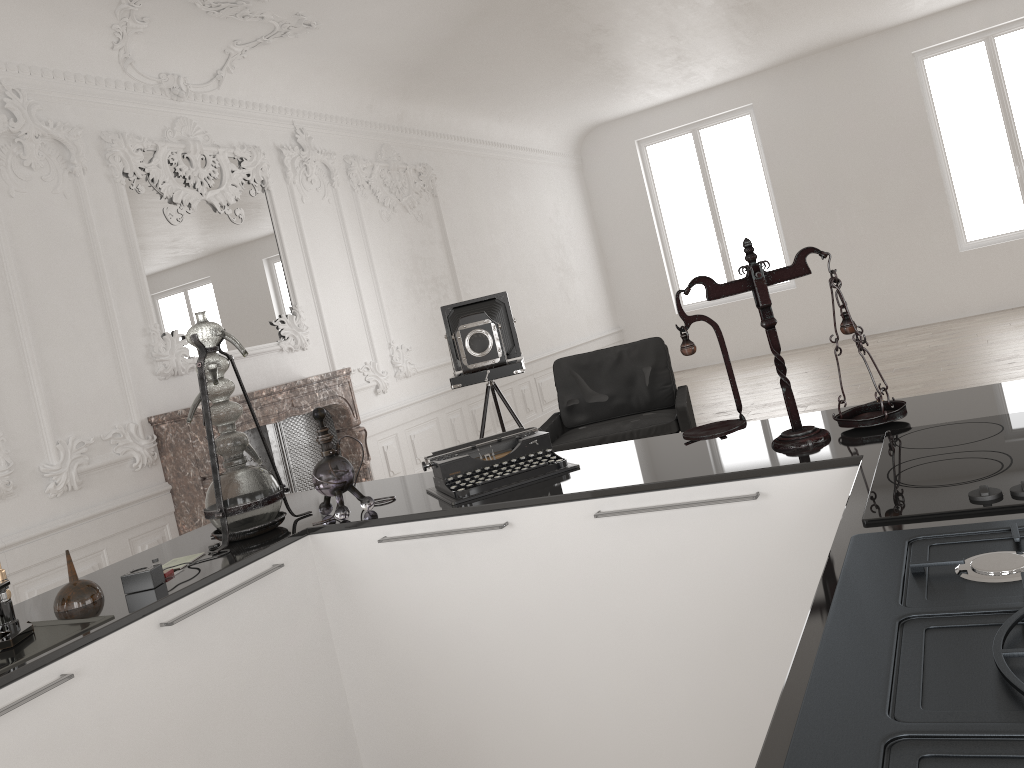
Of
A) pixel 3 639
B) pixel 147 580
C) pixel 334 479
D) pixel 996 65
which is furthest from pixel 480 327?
pixel 996 65

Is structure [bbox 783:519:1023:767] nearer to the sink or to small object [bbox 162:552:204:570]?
the sink

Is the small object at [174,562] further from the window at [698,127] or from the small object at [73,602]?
the window at [698,127]

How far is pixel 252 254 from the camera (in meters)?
6.66

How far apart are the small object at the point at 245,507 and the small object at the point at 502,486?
0.4m

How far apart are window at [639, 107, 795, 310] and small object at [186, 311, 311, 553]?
10.78m

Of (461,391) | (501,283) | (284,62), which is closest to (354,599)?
(284,62)

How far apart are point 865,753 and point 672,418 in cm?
467

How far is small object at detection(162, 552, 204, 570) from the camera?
2.4 meters

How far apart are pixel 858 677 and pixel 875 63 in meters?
12.0
